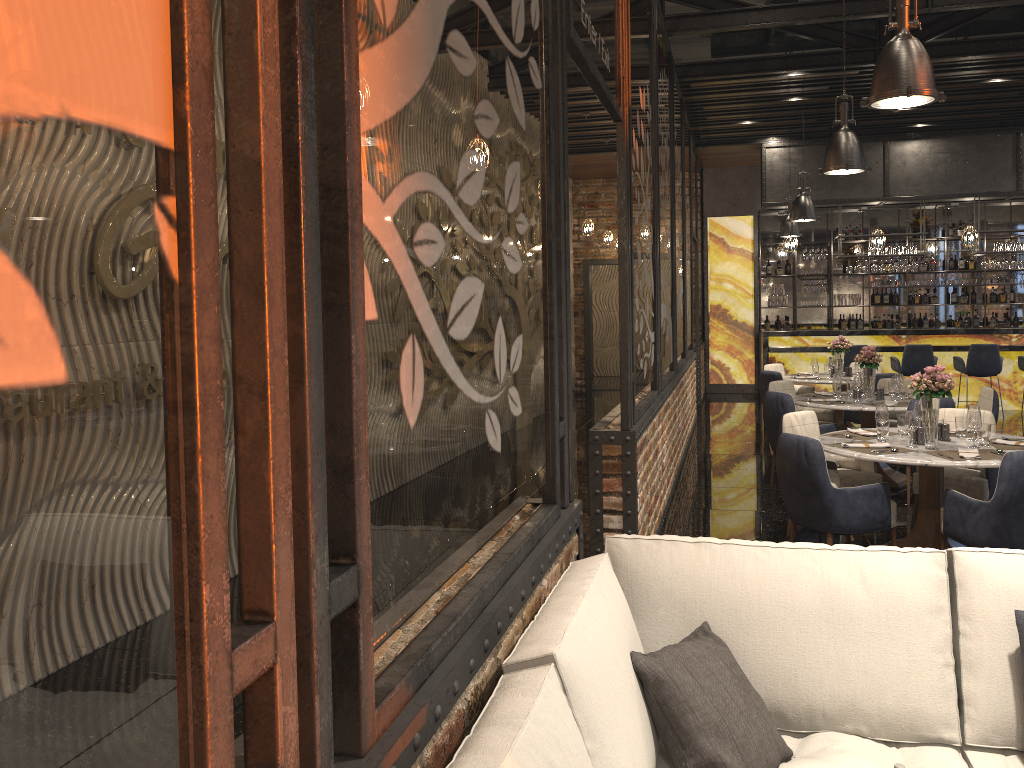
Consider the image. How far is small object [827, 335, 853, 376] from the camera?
10.3m

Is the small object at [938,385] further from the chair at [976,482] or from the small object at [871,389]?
the small object at [871,389]

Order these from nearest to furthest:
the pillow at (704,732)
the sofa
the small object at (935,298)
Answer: the sofa, the pillow at (704,732), the small object at (935,298)

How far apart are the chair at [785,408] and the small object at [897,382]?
0.7m

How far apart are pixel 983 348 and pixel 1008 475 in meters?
8.5

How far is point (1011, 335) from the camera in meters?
12.8

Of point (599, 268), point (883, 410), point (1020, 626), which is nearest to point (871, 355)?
point (883, 410)

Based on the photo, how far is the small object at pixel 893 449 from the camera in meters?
5.2 m

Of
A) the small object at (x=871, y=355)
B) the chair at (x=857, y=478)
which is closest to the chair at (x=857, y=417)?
the small object at (x=871, y=355)

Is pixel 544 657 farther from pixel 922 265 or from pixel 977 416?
pixel 922 265
